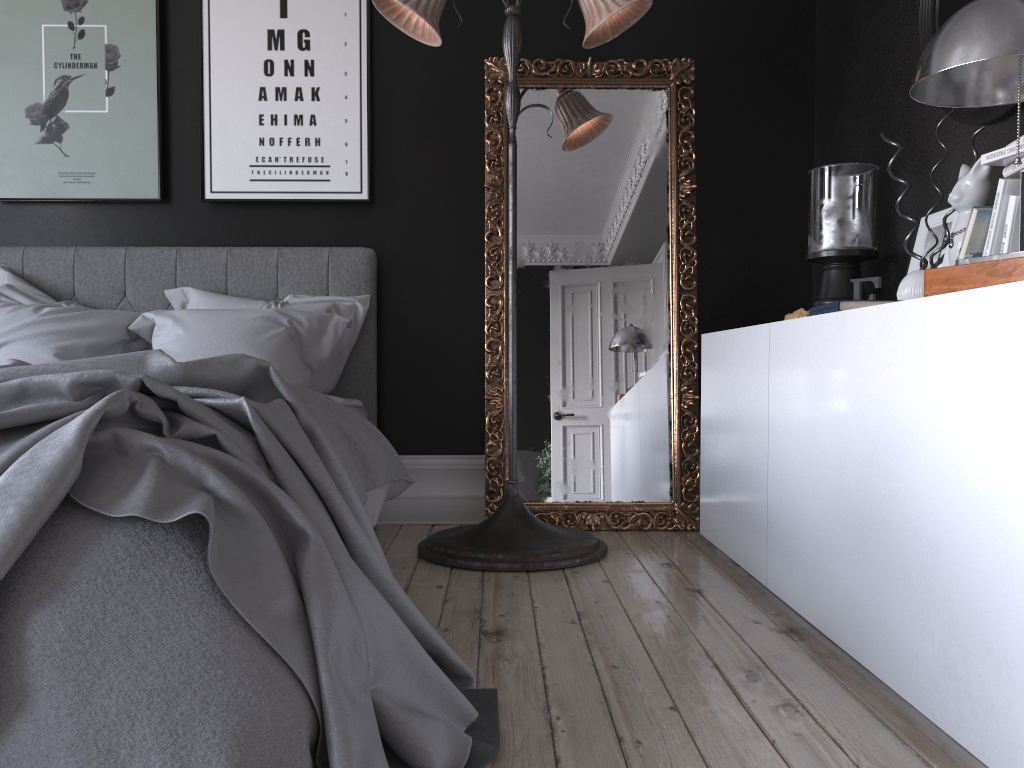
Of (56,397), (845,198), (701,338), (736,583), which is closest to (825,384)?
(736,583)

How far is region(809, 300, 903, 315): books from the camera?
2.2 meters

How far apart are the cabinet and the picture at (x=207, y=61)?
1.7m

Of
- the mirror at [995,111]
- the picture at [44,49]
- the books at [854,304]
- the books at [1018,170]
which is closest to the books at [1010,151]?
the books at [1018,170]

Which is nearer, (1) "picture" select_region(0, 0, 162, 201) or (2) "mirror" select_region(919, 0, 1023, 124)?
(2) "mirror" select_region(919, 0, 1023, 124)

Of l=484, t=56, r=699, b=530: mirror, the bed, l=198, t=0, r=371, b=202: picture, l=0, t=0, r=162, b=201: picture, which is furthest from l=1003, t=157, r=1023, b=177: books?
l=0, t=0, r=162, b=201: picture

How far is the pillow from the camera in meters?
3.5 m

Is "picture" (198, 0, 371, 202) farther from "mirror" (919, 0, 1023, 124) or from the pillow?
"mirror" (919, 0, 1023, 124)

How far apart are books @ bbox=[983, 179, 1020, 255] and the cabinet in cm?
34

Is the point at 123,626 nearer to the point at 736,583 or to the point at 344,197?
the point at 736,583
